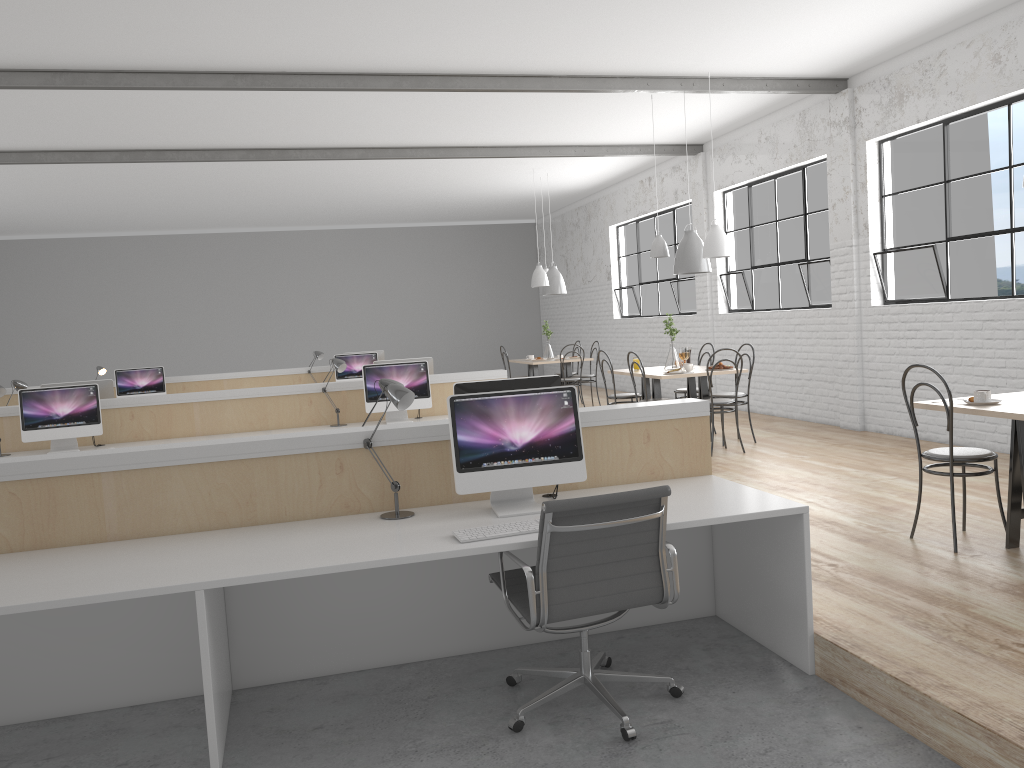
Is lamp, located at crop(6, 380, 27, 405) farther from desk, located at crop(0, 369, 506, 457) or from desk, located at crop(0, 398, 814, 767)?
desk, located at crop(0, 398, 814, 767)

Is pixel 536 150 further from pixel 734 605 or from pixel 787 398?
pixel 734 605

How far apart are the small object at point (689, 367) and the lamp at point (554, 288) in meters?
3.5

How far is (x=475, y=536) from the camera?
2.4m

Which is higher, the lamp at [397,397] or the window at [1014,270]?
the window at [1014,270]

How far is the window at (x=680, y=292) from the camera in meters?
9.3 m

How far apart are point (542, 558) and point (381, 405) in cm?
327

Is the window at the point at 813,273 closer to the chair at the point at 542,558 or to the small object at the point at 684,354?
the small object at the point at 684,354

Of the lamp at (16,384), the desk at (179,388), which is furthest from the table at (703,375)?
the lamp at (16,384)

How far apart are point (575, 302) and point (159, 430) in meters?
7.9
